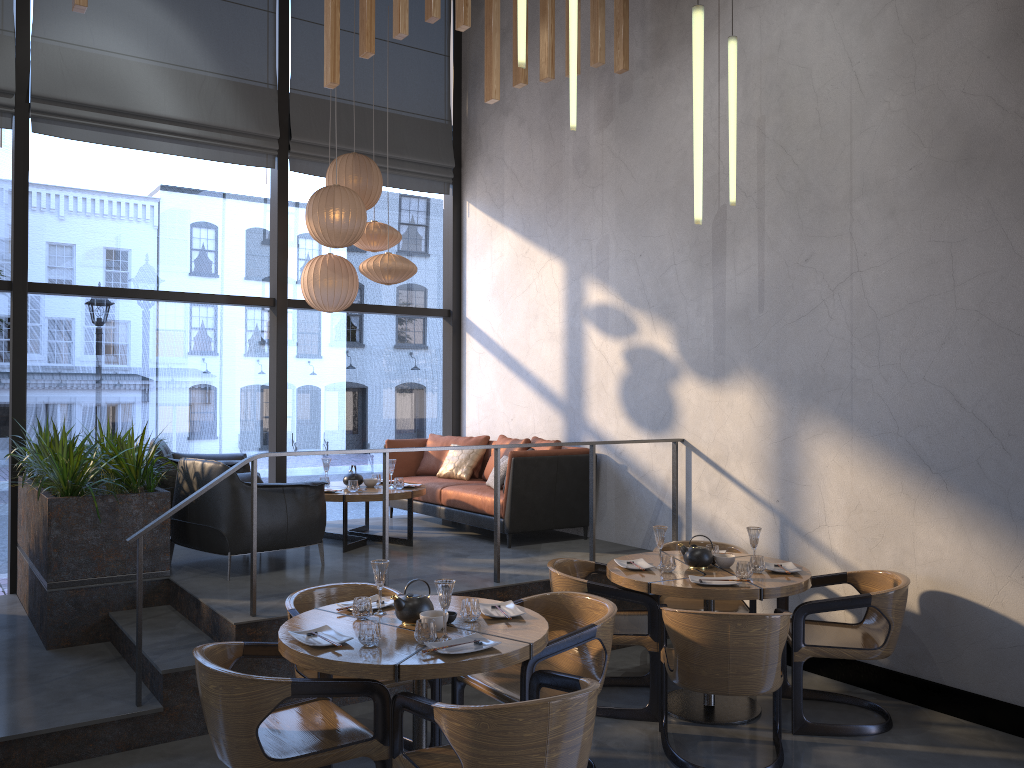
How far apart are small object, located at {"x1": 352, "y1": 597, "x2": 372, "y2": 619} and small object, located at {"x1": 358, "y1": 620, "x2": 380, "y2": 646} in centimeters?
33cm

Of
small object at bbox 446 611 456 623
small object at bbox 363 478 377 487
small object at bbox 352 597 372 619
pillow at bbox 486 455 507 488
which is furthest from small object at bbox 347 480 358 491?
small object at bbox 446 611 456 623

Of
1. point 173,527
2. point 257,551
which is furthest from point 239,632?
point 173,527

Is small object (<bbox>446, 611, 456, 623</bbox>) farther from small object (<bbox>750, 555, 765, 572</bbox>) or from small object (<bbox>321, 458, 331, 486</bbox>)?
small object (<bbox>321, 458, 331, 486</bbox>)

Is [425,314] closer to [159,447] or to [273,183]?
[273,183]

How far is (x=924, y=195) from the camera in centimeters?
489cm

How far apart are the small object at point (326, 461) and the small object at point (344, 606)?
3.2m

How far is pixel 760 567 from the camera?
4.7 meters

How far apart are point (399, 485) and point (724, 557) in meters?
2.9 m

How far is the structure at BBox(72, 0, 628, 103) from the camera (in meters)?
5.31
